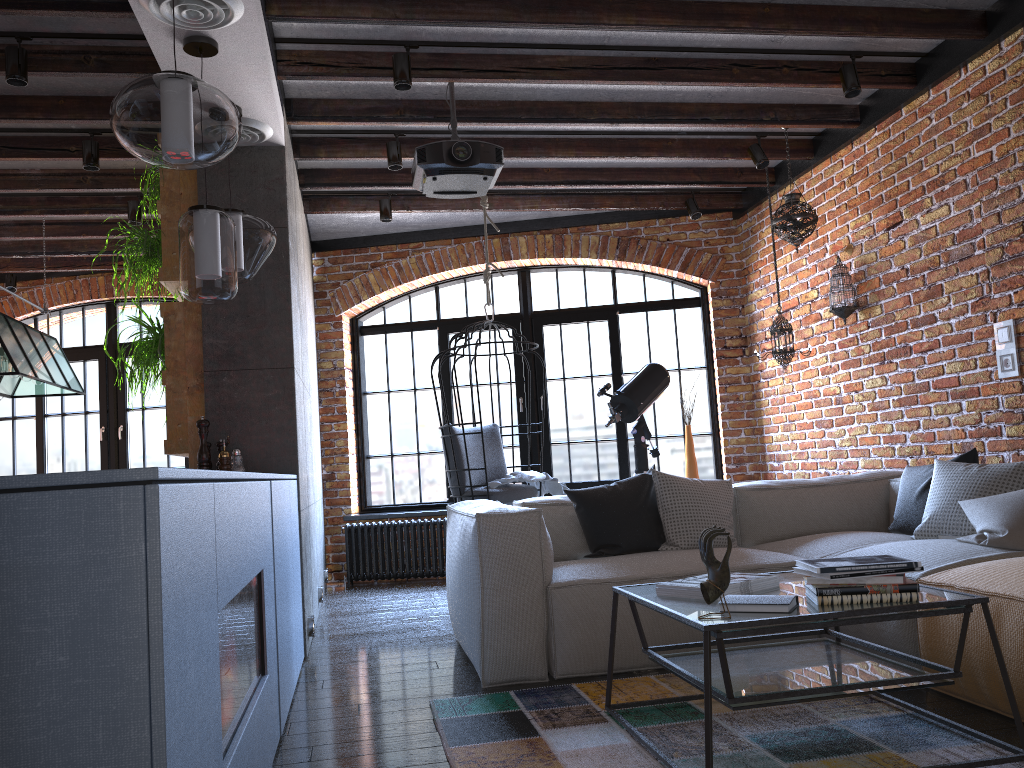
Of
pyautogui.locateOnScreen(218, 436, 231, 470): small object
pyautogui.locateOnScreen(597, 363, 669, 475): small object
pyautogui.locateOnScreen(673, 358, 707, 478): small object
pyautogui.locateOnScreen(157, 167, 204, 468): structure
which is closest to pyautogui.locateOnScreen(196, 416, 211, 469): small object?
pyautogui.locateOnScreen(218, 436, 231, 470): small object

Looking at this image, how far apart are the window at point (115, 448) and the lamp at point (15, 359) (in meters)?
1.58

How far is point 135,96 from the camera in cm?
243

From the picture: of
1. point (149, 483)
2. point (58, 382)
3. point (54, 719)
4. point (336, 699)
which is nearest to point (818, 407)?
point (336, 699)

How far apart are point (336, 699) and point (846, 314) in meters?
3.6

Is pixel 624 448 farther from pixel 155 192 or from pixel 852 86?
pixel 155 192

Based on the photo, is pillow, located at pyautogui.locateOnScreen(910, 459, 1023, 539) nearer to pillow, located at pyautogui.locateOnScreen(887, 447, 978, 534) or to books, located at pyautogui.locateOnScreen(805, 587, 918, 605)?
pillow, located at pyautogui.locateOnScreen(887, 447, 978, 534)

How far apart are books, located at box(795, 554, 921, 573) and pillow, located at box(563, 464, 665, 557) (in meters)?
1.53

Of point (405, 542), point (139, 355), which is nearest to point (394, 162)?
point (139, 355)

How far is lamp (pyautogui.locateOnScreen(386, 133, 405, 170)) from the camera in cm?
494
